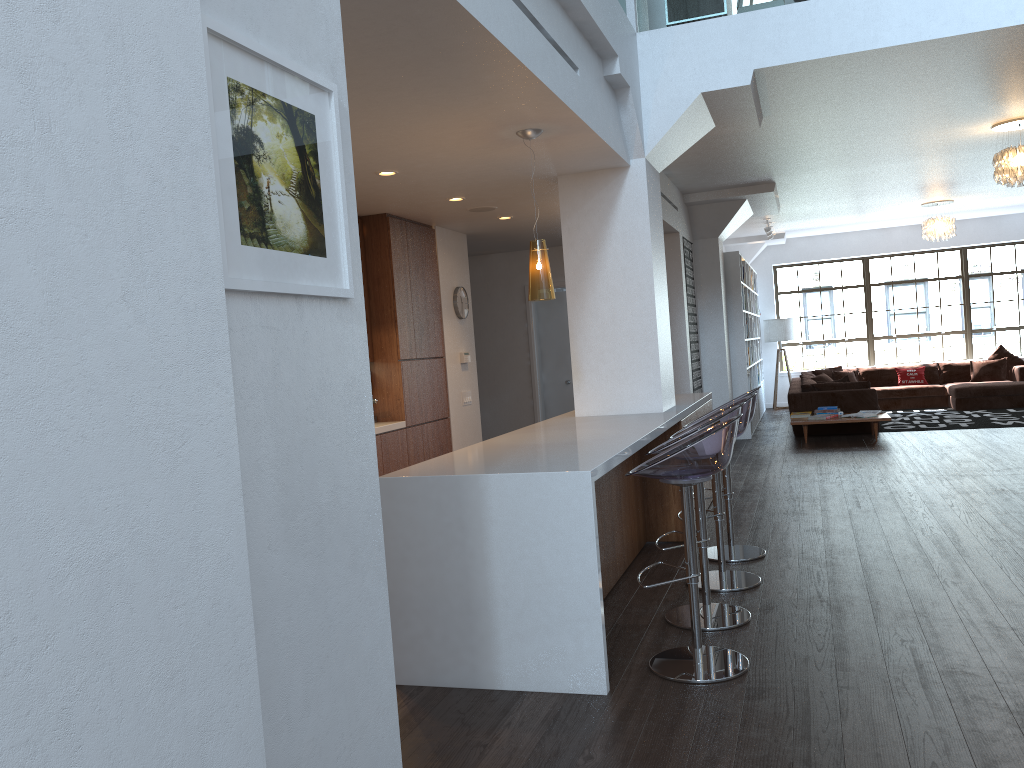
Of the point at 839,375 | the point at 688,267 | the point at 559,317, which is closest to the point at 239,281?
the point at 688,267

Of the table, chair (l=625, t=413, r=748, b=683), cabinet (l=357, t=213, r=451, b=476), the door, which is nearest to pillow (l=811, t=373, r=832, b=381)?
the table

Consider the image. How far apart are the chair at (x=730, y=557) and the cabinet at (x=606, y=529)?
0.3 meters

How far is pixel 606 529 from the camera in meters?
4.8

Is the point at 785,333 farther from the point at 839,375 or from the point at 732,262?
the point at 732,262

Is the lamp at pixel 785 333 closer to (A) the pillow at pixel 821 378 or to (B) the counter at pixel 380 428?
(A) the pillow at pixel 821 378

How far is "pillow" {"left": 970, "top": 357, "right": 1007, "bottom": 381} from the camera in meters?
13.6 m

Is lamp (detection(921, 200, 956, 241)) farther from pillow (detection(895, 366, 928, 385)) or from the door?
the door

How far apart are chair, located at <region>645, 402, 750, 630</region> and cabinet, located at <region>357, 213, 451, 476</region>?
2.79m

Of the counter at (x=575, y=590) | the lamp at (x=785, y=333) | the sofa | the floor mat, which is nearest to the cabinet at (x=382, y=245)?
the counter at (x=575, y=590)
